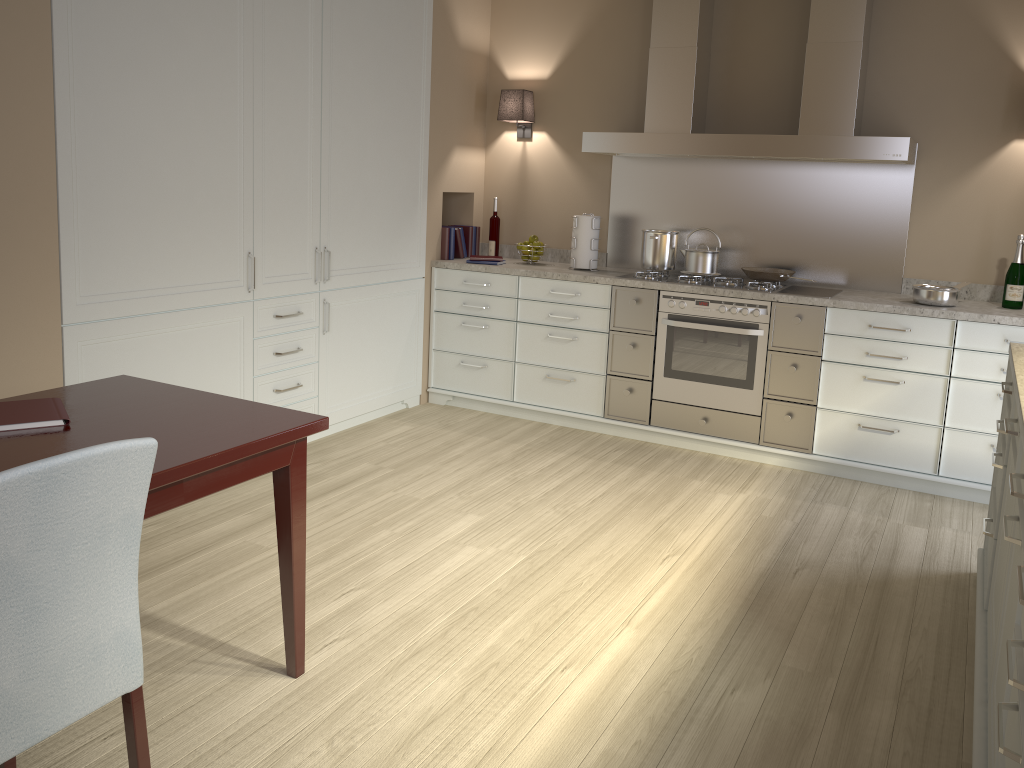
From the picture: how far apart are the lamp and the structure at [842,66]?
0.5m

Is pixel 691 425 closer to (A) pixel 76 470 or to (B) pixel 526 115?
(B) pixel 526 115

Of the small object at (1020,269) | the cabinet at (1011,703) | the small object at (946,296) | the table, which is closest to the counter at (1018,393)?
the cabinet at (1011,703)

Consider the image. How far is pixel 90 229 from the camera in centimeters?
302cm

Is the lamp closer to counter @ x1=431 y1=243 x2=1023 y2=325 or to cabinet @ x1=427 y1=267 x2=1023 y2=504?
counter @ x1=431 y1=243 x2=1023 y2=325

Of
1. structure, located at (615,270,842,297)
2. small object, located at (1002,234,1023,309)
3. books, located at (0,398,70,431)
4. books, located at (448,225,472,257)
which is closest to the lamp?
books, located at (448,225,472,257)

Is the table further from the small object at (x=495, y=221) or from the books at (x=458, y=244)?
the small object at (x=495, y=221)

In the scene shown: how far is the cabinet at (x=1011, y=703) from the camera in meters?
1.4

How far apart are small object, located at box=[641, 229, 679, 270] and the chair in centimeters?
338cm

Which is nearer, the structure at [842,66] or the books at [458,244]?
the structure at [842,66]
